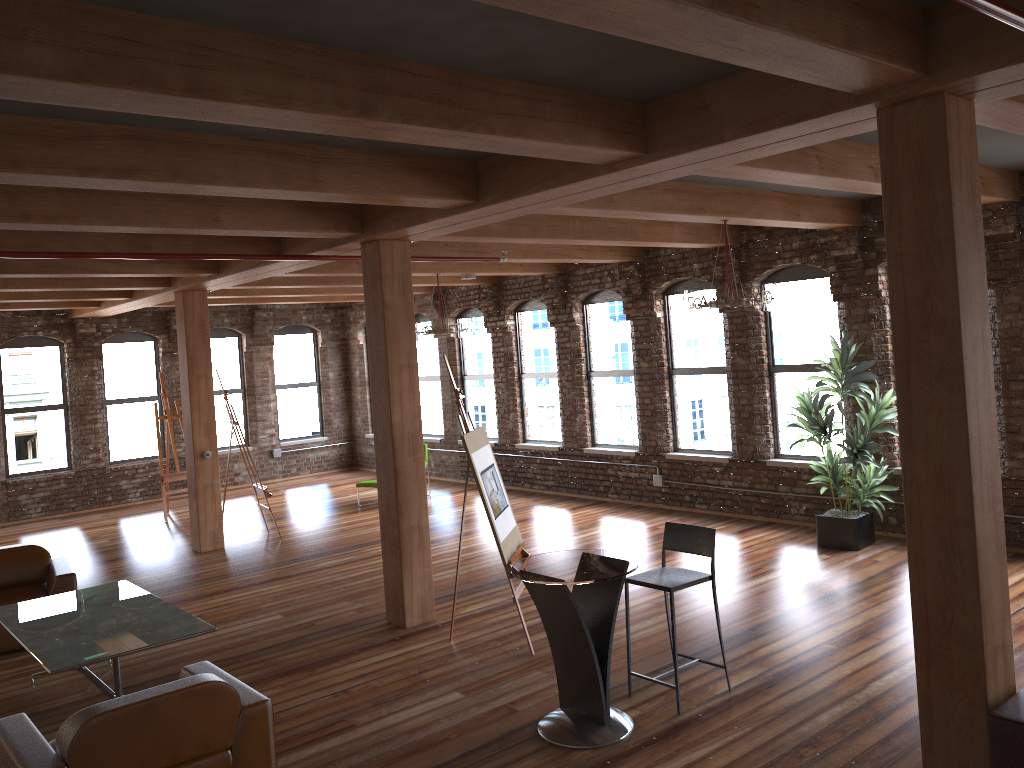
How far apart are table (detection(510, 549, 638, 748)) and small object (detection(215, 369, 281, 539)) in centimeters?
639cm

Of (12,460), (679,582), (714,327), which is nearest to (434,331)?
(714,327)

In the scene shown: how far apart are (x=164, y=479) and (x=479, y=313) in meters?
5.3 m

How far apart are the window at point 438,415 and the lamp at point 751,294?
8.0m

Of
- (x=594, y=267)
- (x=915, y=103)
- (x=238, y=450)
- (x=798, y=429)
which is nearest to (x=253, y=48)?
(x=915, y=103)

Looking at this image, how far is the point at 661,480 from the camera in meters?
11.2 m

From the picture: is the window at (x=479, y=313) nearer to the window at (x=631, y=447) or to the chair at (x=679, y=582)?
the window at (x=631, y=447)

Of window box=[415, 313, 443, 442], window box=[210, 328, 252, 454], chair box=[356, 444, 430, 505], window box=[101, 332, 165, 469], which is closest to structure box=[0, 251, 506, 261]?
chair box=[356, 444, 430, 505]

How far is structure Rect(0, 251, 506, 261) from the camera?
6.05m

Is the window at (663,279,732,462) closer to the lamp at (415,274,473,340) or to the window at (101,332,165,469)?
the lamp at (415,274,473,340)
